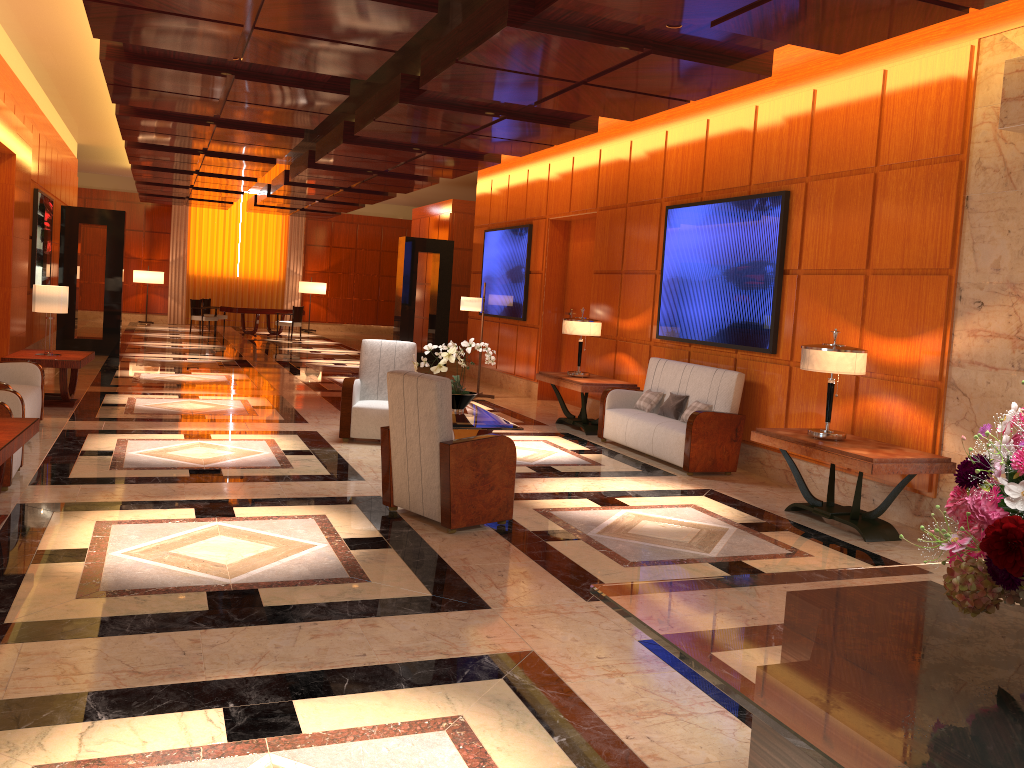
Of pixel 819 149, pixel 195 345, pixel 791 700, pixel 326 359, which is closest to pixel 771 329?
pixel 819 149

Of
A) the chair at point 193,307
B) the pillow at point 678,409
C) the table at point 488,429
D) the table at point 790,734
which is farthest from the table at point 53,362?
the chair at point 193,307

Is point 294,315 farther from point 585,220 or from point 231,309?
point 585,220

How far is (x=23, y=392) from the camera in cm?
760

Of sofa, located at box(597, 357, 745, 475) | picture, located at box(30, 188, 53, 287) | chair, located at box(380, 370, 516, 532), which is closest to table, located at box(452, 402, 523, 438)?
chair, located at box(380, 370, 516, 532)

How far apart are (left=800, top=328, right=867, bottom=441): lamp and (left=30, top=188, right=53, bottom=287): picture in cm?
1123

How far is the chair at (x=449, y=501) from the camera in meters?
5.4

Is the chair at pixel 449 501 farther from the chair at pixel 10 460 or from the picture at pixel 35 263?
the picture at pixel 35 263

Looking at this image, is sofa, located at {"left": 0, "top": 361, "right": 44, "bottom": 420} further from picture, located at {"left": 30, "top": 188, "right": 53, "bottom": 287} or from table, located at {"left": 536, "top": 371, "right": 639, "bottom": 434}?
picture, located at {"left": 30, "top": 188, "right": 53, "bottom": 287}

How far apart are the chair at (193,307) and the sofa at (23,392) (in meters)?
14.08
